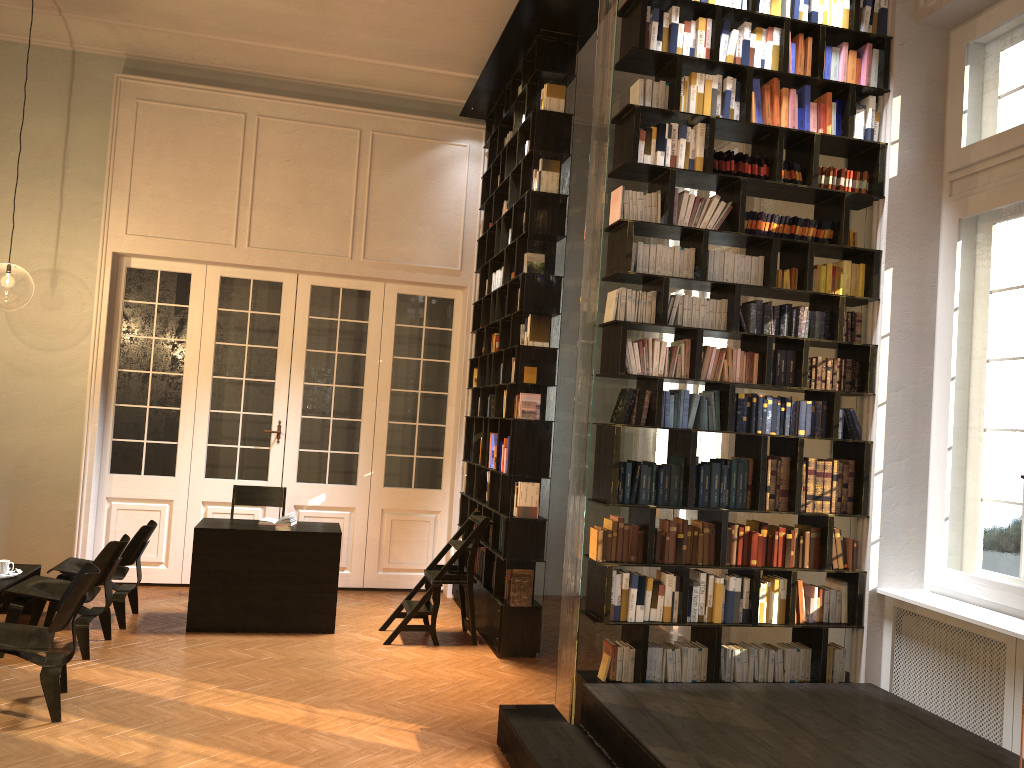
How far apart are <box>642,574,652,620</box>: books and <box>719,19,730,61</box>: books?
3.1 meters

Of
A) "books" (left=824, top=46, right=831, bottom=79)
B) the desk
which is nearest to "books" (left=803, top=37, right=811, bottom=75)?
"books" (left=824, top=46, right=831, bottom=79)

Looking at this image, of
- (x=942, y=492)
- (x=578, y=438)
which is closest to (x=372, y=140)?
(x=578, y=438)

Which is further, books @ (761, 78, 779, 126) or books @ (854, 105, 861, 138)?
books @ (854, 105, 861, 138)

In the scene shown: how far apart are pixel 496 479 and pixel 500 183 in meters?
2.7 m

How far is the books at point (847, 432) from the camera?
5.4m

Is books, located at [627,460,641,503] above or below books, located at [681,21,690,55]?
below

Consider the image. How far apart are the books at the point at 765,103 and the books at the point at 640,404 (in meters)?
1.79

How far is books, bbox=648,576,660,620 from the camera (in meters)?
5.04

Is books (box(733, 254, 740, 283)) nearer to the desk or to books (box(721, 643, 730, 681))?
books (box(721, 643, 730, 681))
